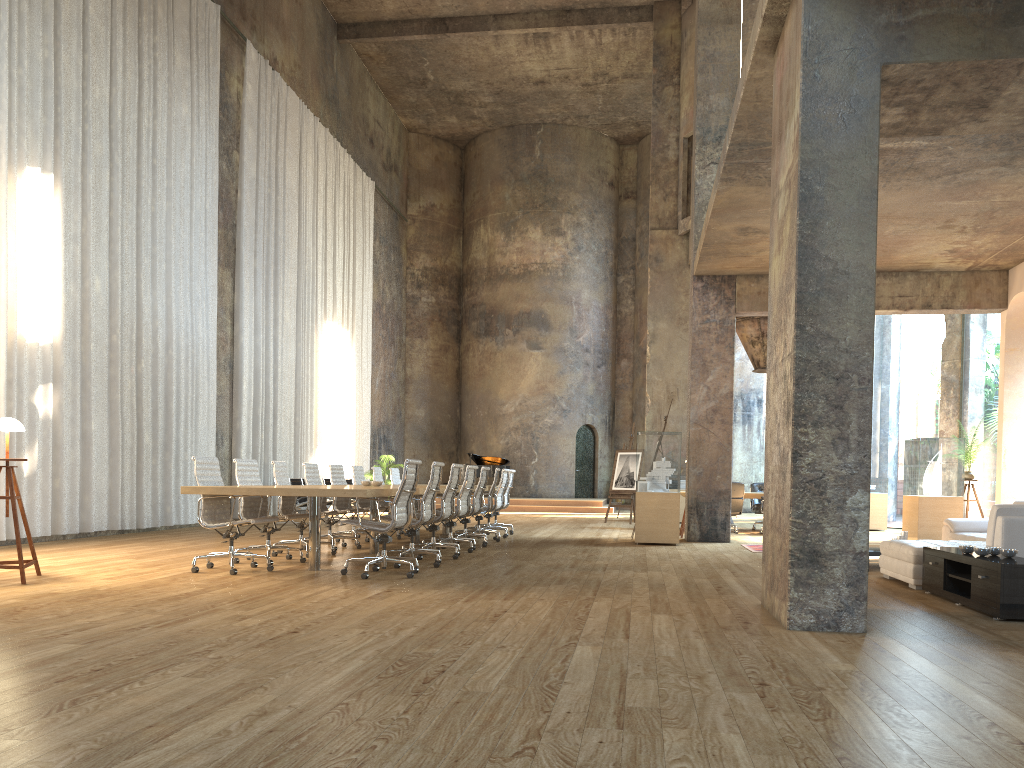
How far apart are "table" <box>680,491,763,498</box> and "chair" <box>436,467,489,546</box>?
5.83m

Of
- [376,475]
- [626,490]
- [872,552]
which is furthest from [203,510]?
[626,490]

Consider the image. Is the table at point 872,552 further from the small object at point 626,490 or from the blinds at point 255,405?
the blinds at point 255,405

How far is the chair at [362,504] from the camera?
12.1 meters

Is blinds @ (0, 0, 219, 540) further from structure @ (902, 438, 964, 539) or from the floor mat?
structure @ (902, 438, 964, 539)

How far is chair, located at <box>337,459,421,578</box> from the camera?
7.37m

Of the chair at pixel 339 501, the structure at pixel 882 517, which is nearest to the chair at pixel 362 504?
the chair at pixel 339 501

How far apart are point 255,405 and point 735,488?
8.82m

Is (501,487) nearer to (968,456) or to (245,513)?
(245,513)

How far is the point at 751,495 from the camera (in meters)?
15.12
